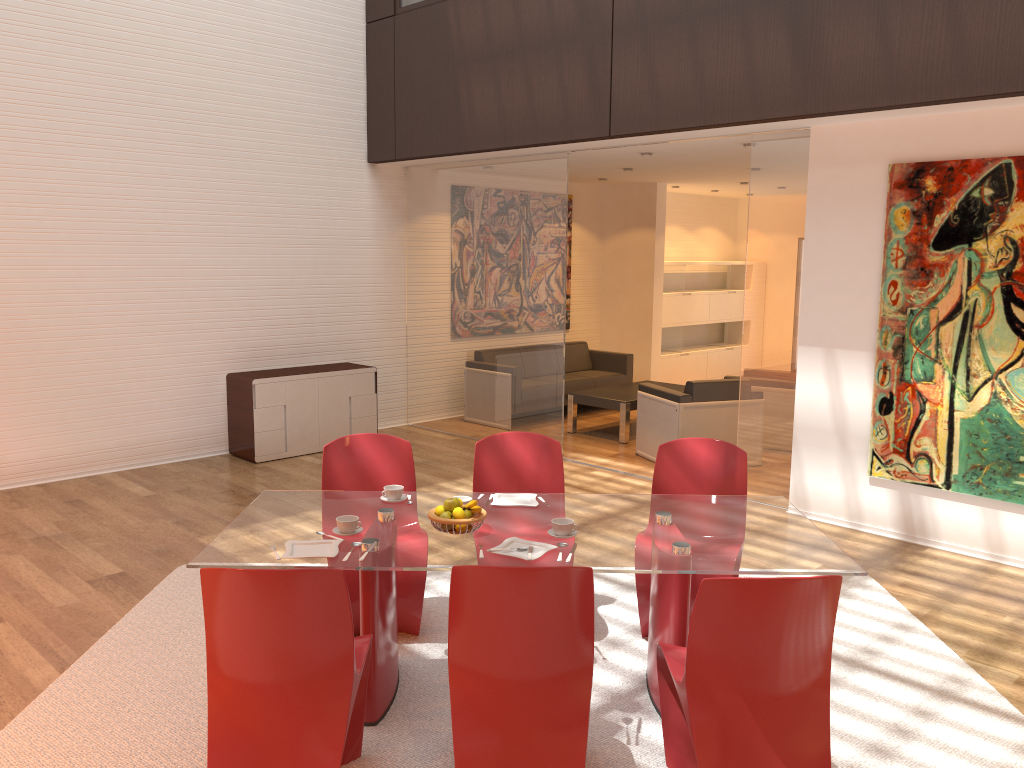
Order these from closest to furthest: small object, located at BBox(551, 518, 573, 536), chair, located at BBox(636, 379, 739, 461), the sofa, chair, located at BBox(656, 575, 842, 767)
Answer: chair, located at BBox(656, 575, 842, 767) < small object, located at BBox(551, 518, 573, 536) < chair, located at BBox(636, 379, 739, 461) < the sofa

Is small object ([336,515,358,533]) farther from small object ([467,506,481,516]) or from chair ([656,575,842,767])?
chair ([656,575,842,767])

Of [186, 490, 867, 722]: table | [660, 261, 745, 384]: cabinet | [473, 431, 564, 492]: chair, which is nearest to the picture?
[186, 490, 867, 722]: table

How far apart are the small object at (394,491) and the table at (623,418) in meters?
4.9 m

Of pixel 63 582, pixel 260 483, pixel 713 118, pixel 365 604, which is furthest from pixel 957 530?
pixel 63 582

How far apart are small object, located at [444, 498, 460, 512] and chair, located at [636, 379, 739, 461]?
4.3 meters

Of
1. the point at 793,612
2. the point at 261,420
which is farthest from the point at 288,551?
the point at 261,420

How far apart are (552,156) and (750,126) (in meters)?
2.10

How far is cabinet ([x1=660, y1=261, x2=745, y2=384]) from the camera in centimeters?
1191cm

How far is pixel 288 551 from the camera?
3.23m
